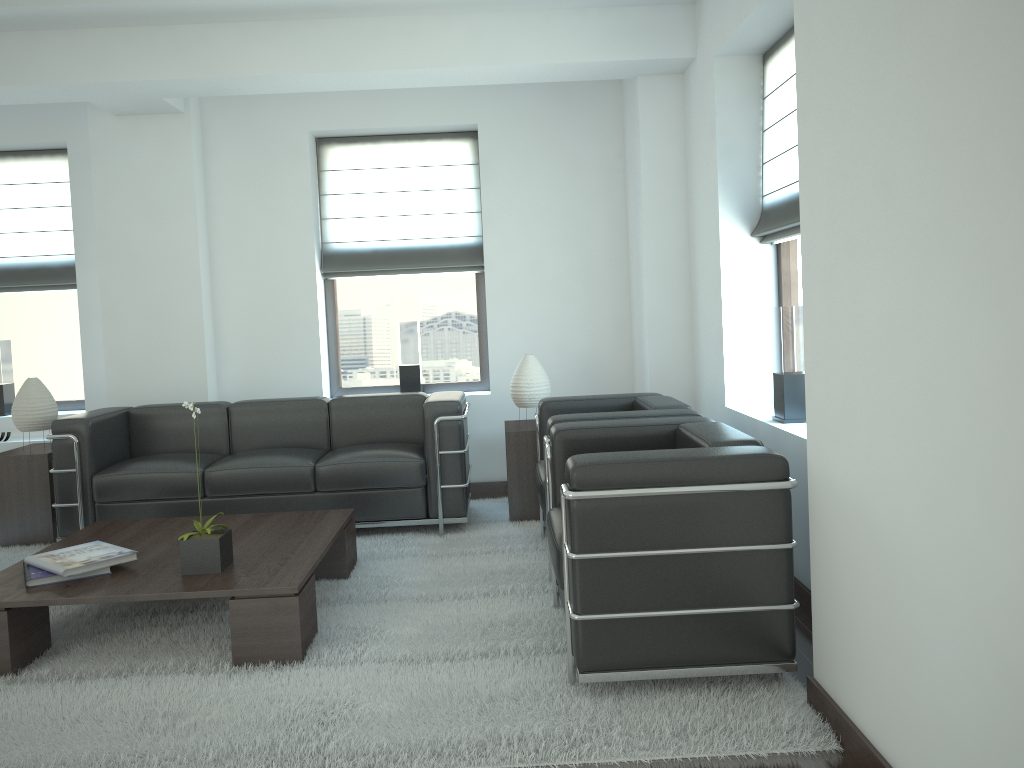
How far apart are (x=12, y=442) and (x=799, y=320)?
7.5m

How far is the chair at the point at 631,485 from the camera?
4.09m

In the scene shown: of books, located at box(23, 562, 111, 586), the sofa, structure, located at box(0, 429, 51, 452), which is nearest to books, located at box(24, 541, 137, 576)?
books, located at box(23, 562, 111, 586)

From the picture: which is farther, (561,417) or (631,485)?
(561,417)

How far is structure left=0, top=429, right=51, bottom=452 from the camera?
8.8 meters

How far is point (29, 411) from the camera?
7.8 meters

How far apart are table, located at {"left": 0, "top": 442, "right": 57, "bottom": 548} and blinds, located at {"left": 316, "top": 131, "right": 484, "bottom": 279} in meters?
3.1

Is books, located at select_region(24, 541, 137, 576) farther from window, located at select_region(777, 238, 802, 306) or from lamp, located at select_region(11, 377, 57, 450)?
window, located at select_region(777, 238, 802, 306)

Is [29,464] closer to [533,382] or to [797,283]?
[533,382]

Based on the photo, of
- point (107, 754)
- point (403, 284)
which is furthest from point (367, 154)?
point (107, 754)
